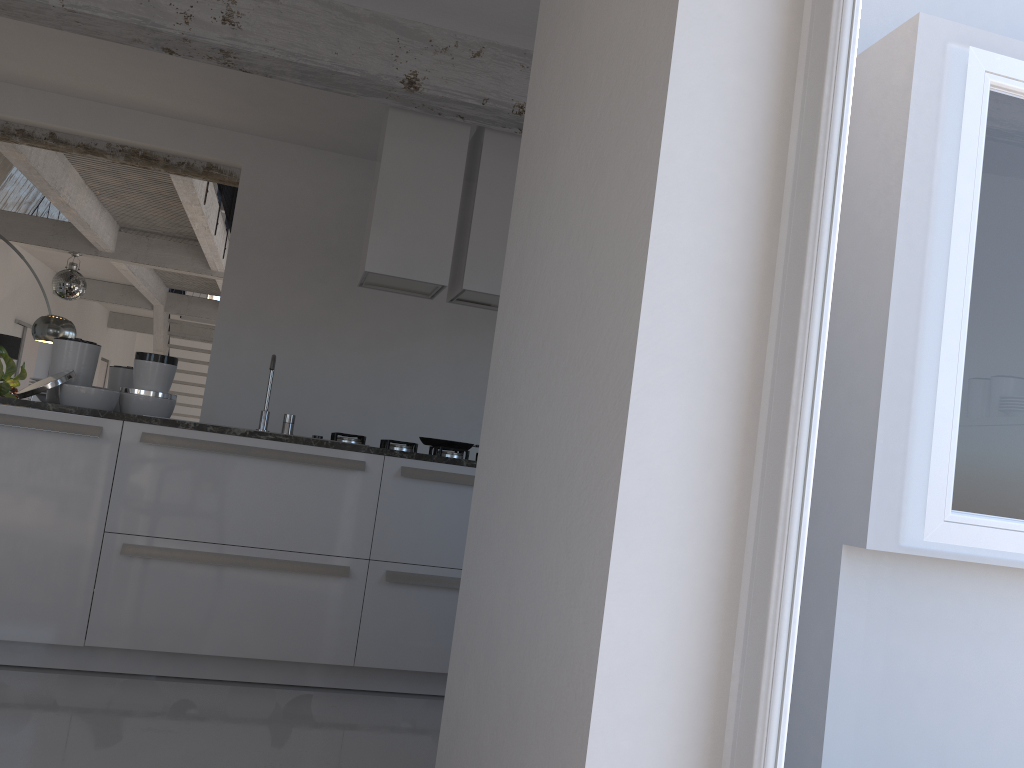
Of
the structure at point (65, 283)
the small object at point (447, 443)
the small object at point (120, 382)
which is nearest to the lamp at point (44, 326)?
the structure at point (65, 283)

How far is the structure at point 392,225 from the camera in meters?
4.3 m

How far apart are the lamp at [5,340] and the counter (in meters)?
7.60

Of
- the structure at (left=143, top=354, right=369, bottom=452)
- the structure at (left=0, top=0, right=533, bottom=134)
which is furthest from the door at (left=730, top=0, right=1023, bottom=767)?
the structure at (left=143, top=354, right=369, bottom=452)

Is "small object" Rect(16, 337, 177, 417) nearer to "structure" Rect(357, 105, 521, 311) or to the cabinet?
the cabinet

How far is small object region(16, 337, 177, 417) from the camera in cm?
359

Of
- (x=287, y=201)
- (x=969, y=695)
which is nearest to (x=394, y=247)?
(x=287, y=201)

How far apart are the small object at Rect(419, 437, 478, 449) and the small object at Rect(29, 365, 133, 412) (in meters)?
1.46

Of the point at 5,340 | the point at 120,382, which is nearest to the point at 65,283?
the point at 5,340

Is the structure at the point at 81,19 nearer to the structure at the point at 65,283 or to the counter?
the counter
